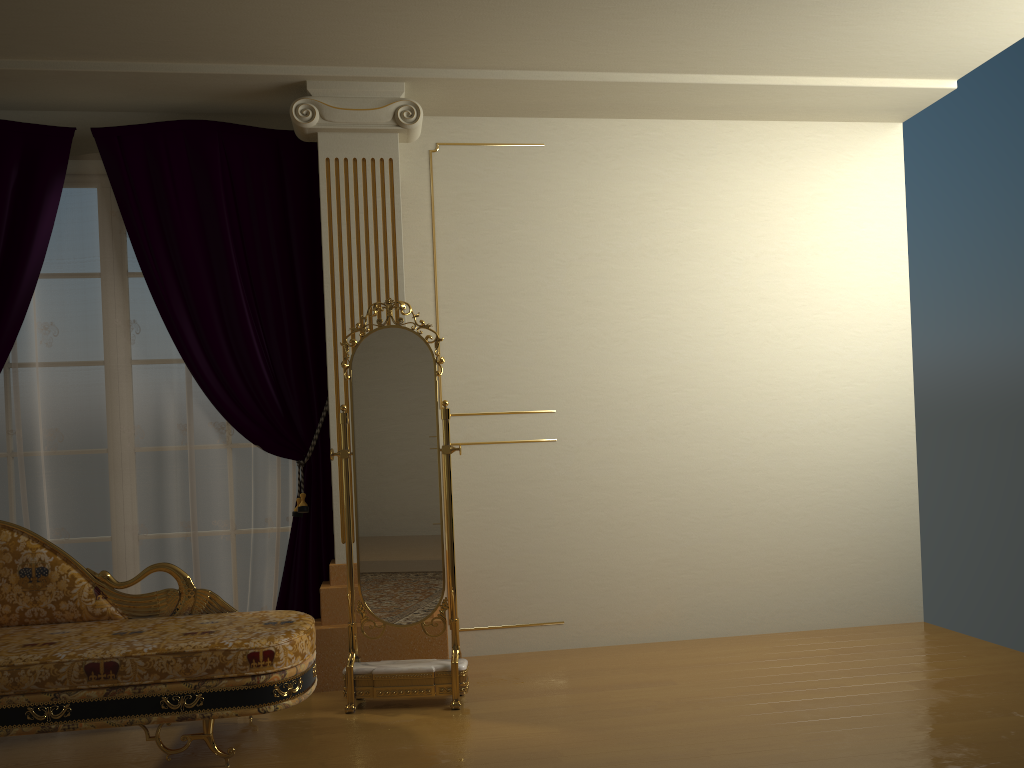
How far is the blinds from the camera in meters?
4.1

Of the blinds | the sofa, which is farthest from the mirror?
the blinds

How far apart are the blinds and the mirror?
0.5 meters

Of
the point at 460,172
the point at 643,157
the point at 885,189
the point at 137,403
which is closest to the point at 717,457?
the point at 643,157

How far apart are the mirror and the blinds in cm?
50

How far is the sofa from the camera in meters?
2.9 m

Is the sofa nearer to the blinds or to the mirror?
the mirror

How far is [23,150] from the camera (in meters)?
4.08

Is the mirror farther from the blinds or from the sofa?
the blinds

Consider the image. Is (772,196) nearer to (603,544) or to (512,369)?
(512,369)
